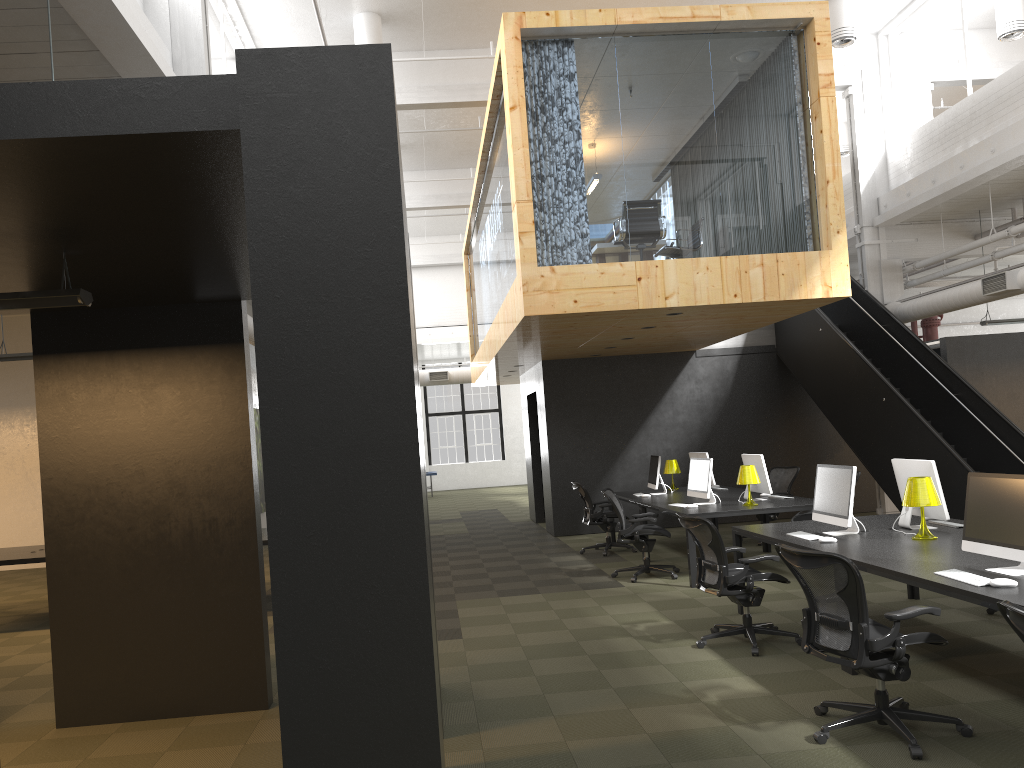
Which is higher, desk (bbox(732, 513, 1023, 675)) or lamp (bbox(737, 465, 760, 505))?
lamp (bbox(737, 465, 760, 505))

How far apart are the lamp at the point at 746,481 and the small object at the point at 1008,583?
5.0m

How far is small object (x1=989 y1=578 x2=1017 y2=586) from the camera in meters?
4.4

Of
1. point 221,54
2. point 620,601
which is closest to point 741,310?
point 620,601

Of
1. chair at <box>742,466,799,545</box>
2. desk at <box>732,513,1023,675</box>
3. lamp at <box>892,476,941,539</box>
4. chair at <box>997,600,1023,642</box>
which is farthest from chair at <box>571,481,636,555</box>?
chair at <box>997,600,1023,642</box>

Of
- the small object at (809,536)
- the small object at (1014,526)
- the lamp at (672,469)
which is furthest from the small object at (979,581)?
the lamp at (672,469)

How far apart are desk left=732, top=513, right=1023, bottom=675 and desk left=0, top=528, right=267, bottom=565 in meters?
6.9

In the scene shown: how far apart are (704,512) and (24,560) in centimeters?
A: 700cm

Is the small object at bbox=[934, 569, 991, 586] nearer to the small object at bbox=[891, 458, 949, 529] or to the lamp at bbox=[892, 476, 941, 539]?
the lamp at bbox=[892, 476, 941, 539]

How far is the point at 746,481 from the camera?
9.4 meters
